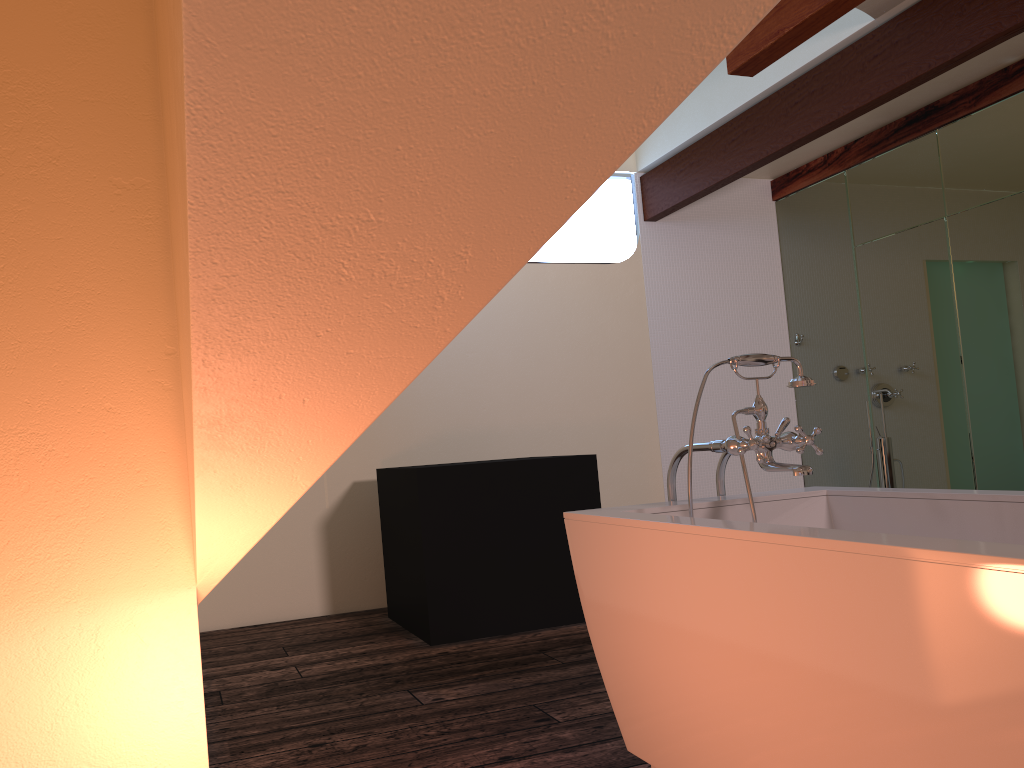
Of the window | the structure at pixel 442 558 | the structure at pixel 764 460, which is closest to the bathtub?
the structure at pixel 764 460

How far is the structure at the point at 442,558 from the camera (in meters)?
3.83

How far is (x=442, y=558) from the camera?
3.8 meters

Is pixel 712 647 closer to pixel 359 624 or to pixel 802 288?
pixel 359 624

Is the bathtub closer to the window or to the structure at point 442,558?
the structure at point 442,558

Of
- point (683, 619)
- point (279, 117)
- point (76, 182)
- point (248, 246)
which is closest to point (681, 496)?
point (683, 619)

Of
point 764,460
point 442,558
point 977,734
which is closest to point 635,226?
point 442,558

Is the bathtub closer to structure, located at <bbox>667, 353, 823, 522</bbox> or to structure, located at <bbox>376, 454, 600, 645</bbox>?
structure, located at <bbox>667, 353, 823, 522</bbox>

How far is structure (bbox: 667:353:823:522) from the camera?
2.05m

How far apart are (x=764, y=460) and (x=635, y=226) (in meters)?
3.83
